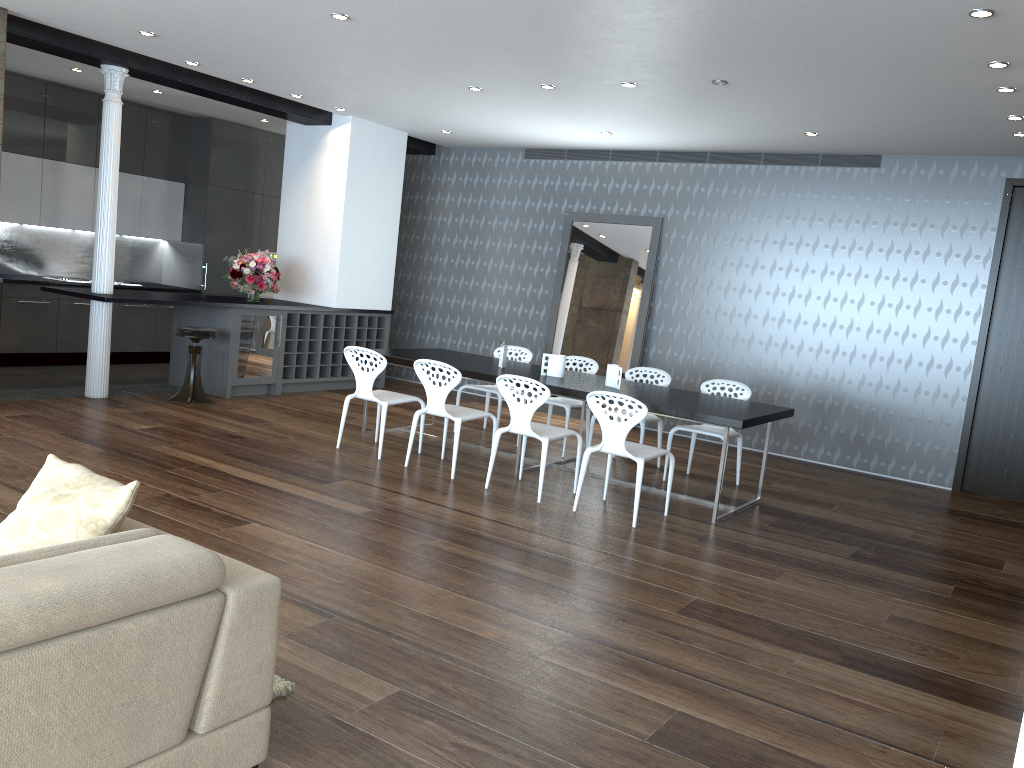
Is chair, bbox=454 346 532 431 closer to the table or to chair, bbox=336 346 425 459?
the table

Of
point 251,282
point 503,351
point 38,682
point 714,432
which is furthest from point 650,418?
point 38,682

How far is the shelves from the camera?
9.4 meters

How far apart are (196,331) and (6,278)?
2.5m

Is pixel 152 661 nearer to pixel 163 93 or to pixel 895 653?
pixel 895 653

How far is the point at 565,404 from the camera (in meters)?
7.61

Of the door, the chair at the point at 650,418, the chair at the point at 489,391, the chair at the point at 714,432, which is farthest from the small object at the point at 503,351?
the door

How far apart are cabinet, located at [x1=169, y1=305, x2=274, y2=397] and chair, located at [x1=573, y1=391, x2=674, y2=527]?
4.4m

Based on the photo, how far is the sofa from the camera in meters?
1.9

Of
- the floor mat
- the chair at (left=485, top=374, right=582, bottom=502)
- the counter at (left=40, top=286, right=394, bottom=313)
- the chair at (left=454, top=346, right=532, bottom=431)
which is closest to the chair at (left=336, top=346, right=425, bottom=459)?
the chair at (left=485, top=374, right=582, bottom=502)
